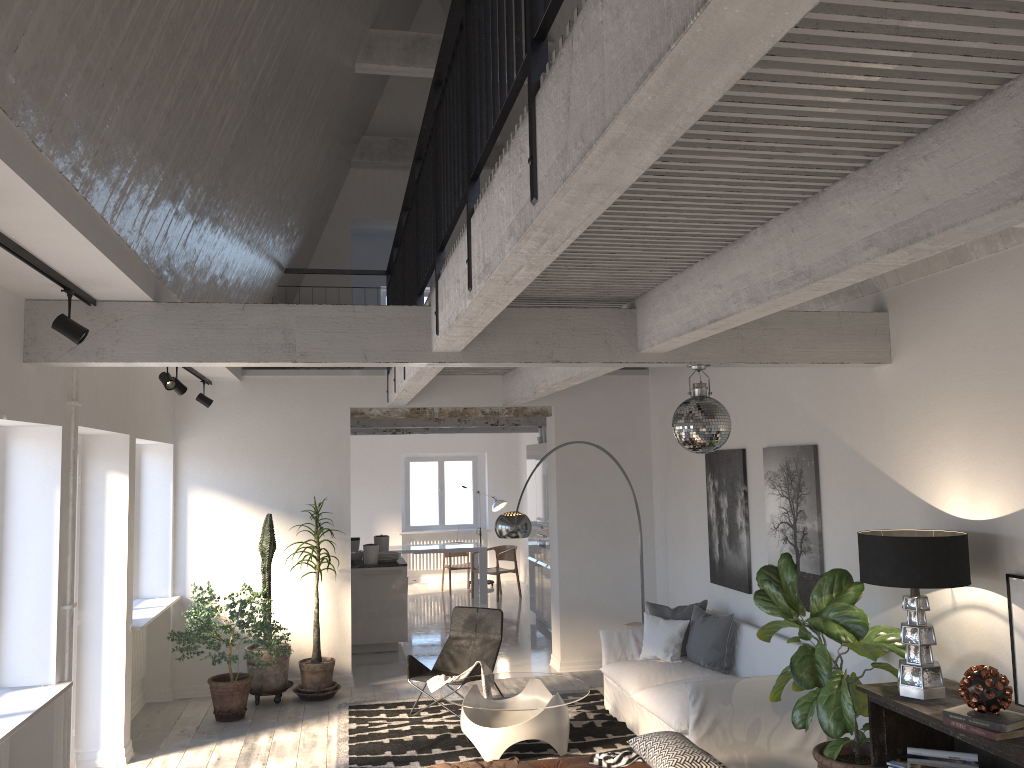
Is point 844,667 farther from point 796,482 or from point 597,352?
point 597,352

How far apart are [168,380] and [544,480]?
5.98m

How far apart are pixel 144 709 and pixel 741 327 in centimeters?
628cm

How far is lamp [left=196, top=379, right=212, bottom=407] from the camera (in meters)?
8.18

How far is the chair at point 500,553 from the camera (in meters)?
13.98

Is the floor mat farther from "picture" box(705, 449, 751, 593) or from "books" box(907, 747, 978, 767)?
"books" box(907, 747, 978, 767)

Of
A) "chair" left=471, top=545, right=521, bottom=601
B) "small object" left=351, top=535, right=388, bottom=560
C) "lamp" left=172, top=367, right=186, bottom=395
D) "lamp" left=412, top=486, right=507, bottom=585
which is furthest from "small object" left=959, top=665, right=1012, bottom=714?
"lamp" left=412, top=486, right=507, bottom=585

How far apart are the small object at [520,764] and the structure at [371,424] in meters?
6.2

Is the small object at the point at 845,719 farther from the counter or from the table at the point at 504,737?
the counter

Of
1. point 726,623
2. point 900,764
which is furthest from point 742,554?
point 900,764
